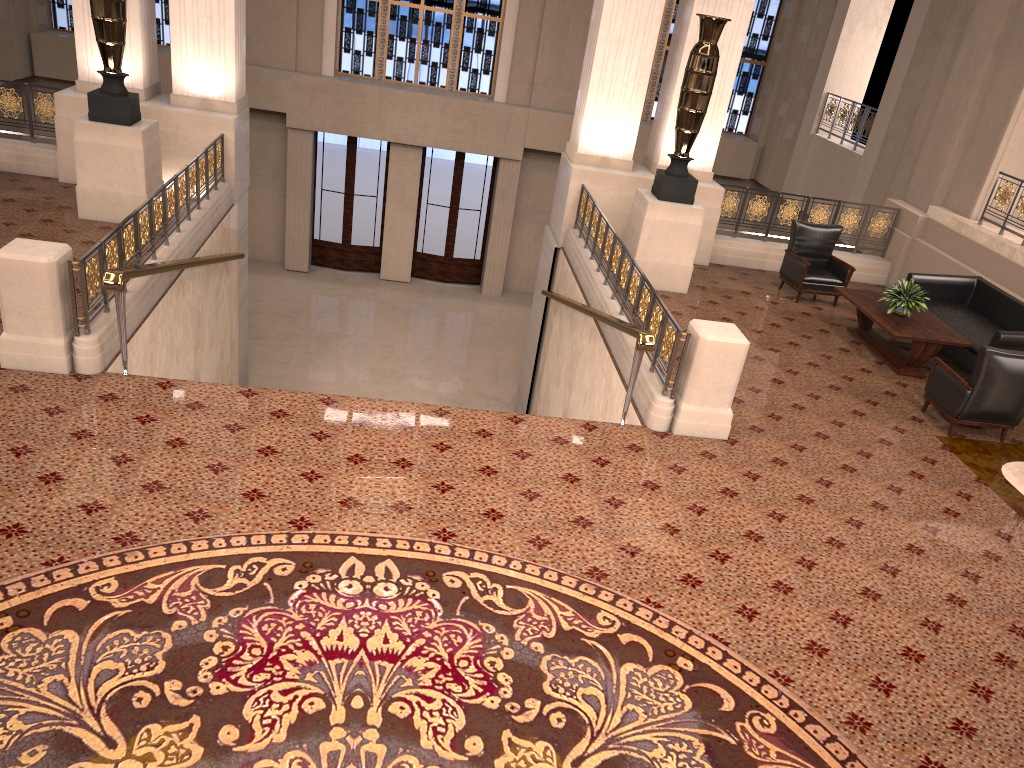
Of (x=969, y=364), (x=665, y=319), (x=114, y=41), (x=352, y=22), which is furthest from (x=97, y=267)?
(x=352, y=22)

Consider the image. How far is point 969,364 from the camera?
8.8m

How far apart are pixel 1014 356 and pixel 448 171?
12.64m

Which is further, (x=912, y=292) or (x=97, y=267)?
(x=912, y=292)

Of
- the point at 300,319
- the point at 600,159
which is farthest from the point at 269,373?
the point at 600,159

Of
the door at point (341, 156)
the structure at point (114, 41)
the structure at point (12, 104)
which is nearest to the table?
the structure at point (114, 41)

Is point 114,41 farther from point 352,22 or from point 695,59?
point 352,22

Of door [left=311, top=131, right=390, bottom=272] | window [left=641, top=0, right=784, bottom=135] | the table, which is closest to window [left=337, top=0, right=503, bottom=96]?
door [left=311, top=131, right=390, bottom=272]

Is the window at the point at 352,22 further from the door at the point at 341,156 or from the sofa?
the sofa

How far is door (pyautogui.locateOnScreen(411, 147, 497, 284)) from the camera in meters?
17.9 m
